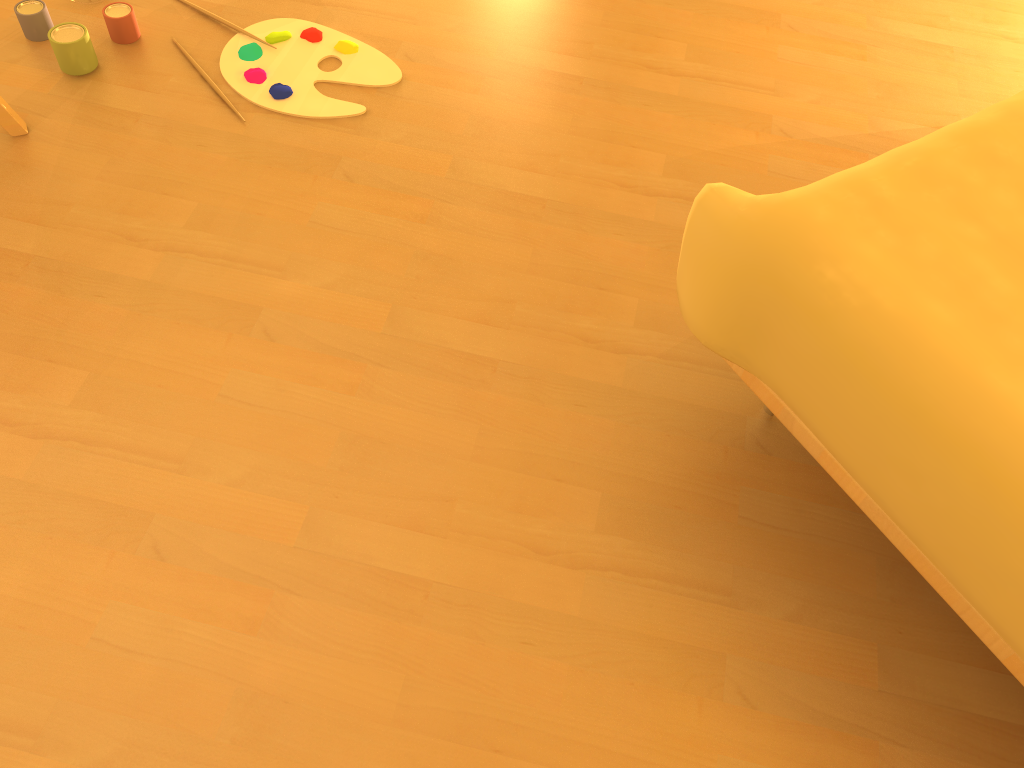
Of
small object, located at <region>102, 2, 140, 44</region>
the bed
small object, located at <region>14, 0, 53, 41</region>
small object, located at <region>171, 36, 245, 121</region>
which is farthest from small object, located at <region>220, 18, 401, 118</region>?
the bed

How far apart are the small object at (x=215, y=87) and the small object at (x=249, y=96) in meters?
0.0 m

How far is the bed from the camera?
0.9m

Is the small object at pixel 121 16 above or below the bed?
below

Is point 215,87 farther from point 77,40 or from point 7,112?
point 7,112

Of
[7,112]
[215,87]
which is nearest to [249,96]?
[215,87]

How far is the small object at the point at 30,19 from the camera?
1.8 meters

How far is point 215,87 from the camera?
1.76m

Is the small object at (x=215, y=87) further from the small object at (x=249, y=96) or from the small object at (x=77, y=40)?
the small object at (x=77, y=40)

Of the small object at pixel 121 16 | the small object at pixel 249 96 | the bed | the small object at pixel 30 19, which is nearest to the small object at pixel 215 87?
the small object at pixel 249 96
